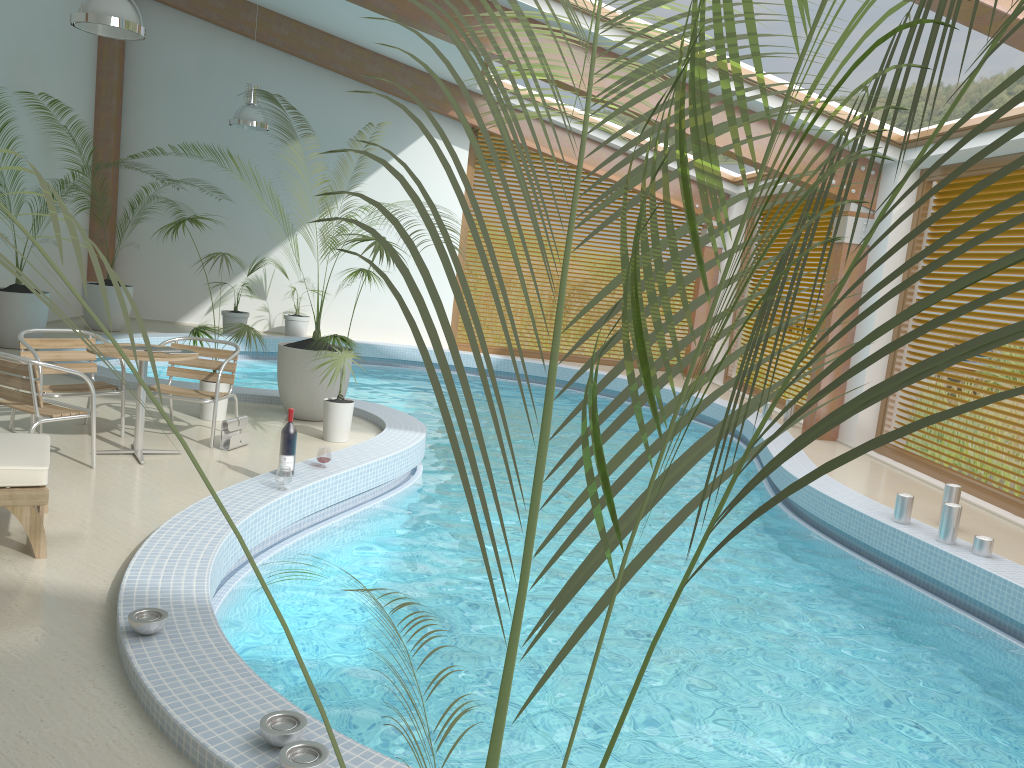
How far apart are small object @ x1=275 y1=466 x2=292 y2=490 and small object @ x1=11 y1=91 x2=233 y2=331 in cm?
817

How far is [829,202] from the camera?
11.9m

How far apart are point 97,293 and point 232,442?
6.90m

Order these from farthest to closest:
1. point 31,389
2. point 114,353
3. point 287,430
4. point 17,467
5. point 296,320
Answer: point 296,320 < point 114,353 < point 287,430 < point 31,389 < point 17,467

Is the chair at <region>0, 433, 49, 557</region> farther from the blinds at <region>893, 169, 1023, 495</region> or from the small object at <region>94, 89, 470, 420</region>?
the blinds at <region>893, 169, 1023, 495</region>

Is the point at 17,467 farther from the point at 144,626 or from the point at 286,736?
the point at 286,736

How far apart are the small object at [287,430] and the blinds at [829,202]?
8.71m

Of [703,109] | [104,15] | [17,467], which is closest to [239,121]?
[104,15]

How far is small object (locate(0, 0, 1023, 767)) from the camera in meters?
0.5

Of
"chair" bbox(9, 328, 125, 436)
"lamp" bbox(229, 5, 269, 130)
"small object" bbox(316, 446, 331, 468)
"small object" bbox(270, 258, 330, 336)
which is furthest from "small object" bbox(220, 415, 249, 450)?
"small object" bbox(270, 258, 330, 336)
